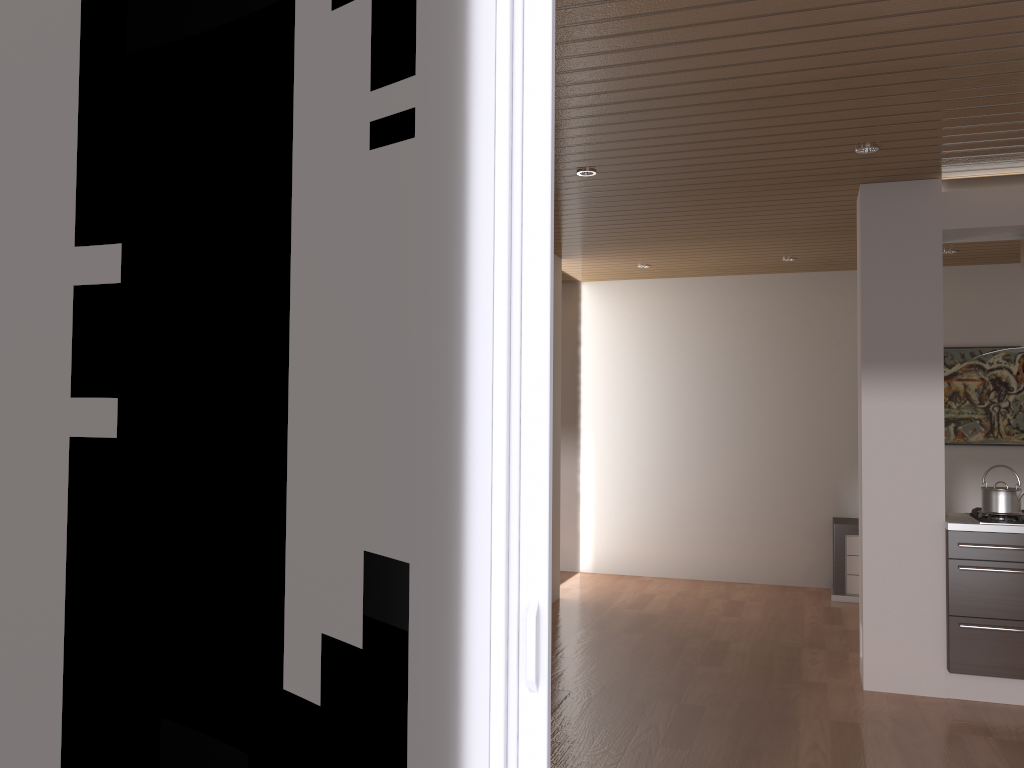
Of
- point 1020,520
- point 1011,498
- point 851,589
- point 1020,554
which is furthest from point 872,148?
point 851,589

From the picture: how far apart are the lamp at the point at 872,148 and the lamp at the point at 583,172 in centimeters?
130cm

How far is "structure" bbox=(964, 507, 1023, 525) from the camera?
4.5m

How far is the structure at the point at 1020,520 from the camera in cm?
449

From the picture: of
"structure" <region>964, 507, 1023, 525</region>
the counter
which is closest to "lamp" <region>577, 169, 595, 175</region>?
the counter

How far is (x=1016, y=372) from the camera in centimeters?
711cm

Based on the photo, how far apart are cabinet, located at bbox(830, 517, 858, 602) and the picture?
1.02m

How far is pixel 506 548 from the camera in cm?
174

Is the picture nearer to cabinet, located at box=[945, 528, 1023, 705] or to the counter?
the counter

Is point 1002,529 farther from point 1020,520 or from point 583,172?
point 583,172
